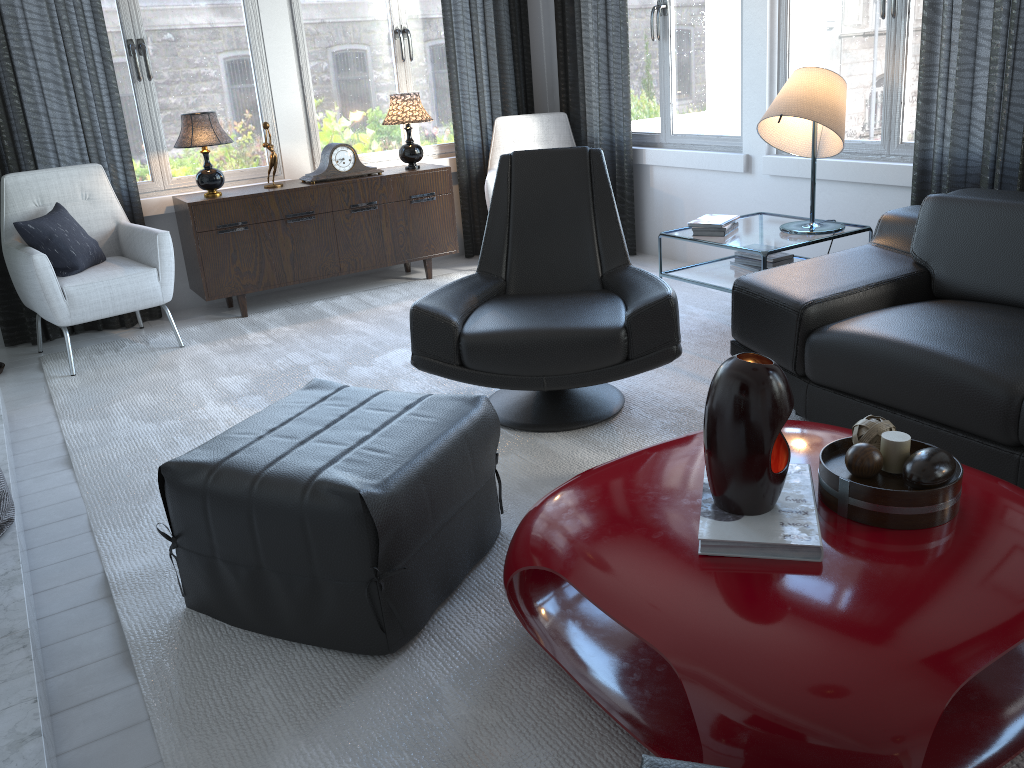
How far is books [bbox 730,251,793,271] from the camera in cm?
353

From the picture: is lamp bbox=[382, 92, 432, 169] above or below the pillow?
above

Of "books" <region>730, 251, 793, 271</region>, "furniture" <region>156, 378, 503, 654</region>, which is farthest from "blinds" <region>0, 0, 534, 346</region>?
"furniture" <region>156, 378, 503, 654</region>

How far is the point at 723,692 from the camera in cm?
127

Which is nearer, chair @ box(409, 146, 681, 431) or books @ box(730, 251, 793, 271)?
chair @ box(409, 146, 681, 431)

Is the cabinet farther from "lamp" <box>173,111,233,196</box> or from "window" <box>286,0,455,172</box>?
"window" <box>286,0,455,172</box>

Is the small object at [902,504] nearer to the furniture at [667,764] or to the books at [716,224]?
the furniture at [667,764]

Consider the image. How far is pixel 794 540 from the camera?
1.5 meters

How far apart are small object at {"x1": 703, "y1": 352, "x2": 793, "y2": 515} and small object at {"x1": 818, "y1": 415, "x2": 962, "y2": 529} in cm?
9

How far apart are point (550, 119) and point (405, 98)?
0.9m
